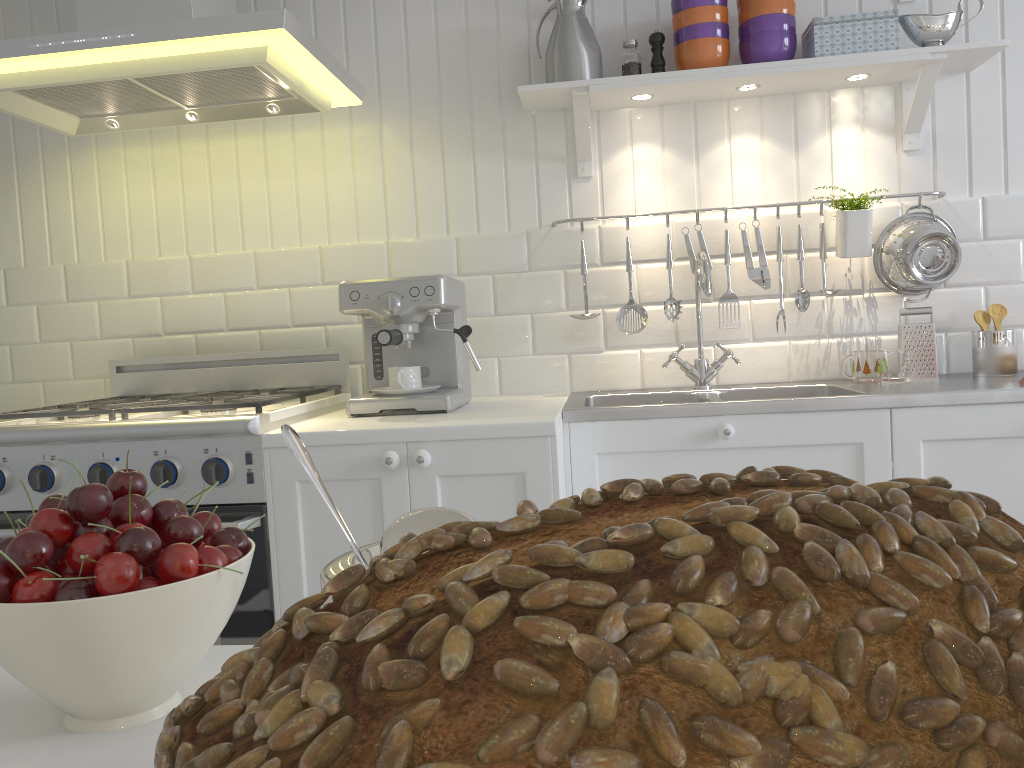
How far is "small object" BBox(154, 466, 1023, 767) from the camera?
0.13m

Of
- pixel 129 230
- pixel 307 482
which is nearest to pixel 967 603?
pixel 307 482

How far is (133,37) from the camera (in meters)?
1.83

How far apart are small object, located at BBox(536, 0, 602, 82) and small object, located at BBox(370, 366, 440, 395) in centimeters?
85cm

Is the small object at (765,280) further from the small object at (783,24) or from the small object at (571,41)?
the small object at (571,41)

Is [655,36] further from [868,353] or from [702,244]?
[868,353]

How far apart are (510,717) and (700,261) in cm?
222

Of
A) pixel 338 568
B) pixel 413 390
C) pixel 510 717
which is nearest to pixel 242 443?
pixel 413 390

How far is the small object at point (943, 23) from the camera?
2.19m

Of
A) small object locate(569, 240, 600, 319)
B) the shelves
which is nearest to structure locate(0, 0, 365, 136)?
the shelves
